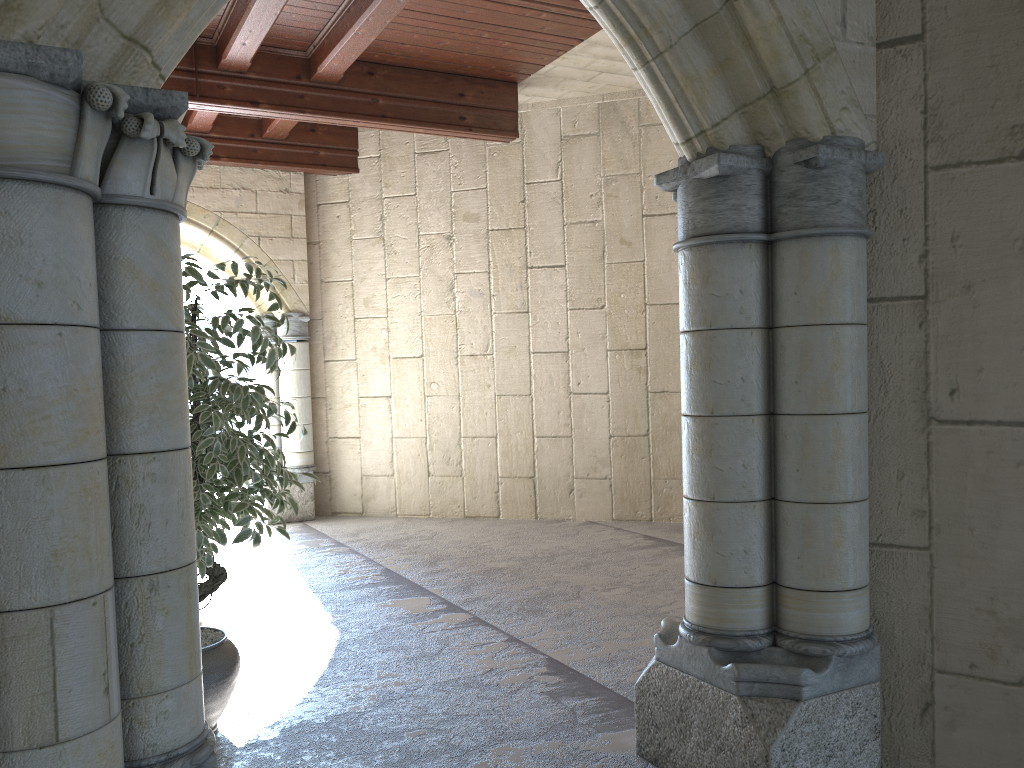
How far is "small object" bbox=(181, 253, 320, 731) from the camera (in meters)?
2.79

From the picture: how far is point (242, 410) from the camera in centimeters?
279cm

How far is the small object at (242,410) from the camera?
2.8m
